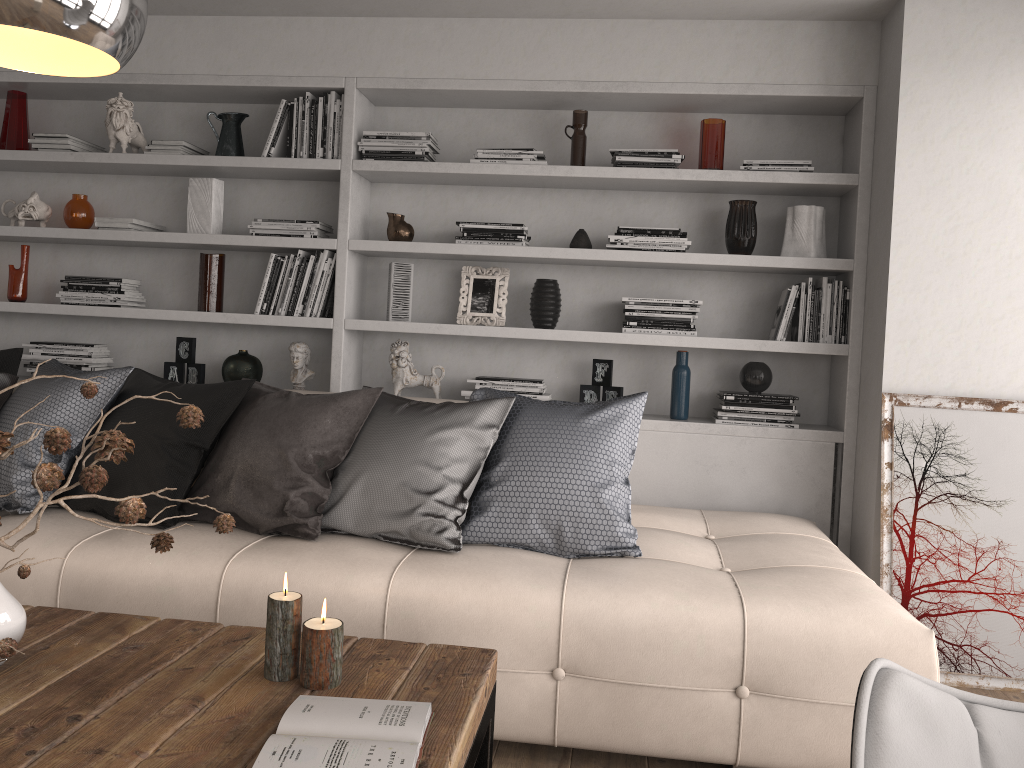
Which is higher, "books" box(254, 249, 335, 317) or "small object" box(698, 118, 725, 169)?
"small object" box(698, 118, 725, 169)

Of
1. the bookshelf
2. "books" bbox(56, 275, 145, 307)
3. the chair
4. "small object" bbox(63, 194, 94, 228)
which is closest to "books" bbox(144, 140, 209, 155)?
the bookshelf

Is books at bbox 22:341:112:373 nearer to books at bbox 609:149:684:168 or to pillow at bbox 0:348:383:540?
pillow at bbox 0:348:383:540

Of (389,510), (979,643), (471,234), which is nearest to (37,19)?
(389,510)

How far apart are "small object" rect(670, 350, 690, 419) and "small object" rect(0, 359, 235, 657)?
2.7 meters

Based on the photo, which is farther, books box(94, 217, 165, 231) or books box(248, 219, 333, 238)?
books box(94, 217, 165, 231)

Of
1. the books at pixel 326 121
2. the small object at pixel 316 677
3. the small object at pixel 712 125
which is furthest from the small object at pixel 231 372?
the small object at pixel 316 677

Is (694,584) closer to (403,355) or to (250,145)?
(403,355)

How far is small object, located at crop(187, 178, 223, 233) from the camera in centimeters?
393cm

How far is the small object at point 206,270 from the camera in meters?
3.9 m
